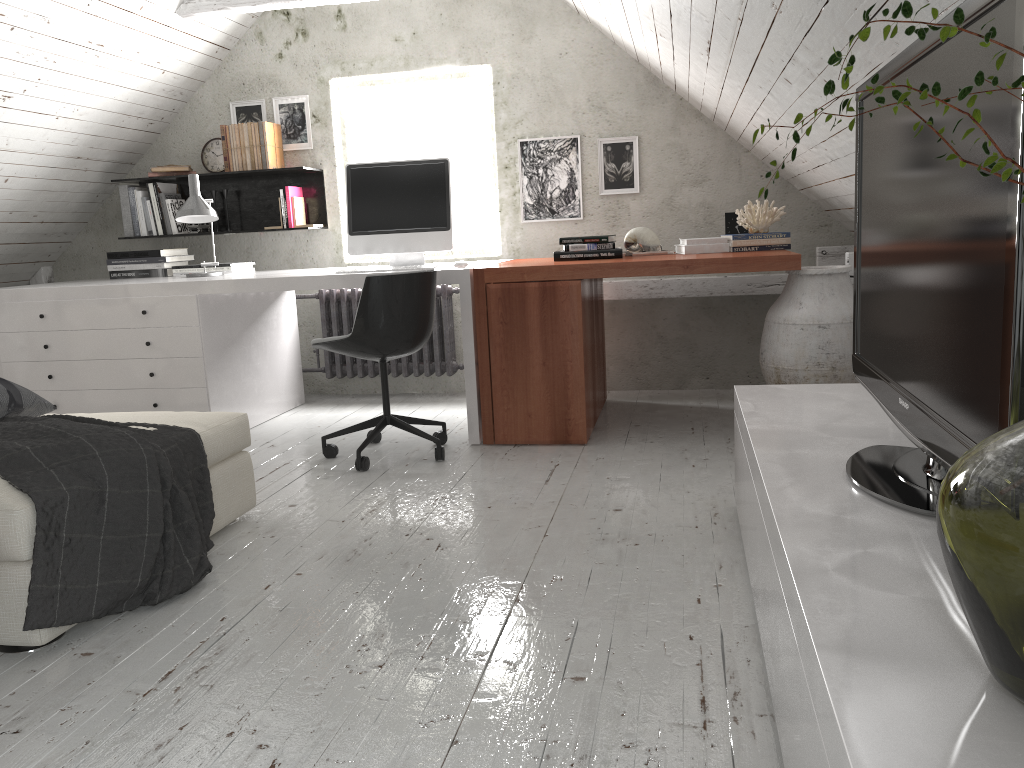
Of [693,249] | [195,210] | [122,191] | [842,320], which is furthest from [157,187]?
[842,320]

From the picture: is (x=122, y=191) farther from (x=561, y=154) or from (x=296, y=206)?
(x=561, y=154)

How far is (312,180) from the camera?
5.0 meters

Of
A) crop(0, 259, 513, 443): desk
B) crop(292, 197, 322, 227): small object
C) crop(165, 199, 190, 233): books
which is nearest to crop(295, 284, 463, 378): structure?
crop(0, 259, 513, 443): desk

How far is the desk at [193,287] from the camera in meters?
3.9

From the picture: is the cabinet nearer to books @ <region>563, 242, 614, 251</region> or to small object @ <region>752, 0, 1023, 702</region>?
small object @ <region>752, 0, 1023, 702</region>

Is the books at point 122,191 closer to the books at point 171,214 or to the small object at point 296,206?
the books at point 171,214

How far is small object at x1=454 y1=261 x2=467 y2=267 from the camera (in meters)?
3.77

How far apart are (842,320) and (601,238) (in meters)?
1.11

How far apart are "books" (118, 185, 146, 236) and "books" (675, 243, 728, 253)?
3.1m
